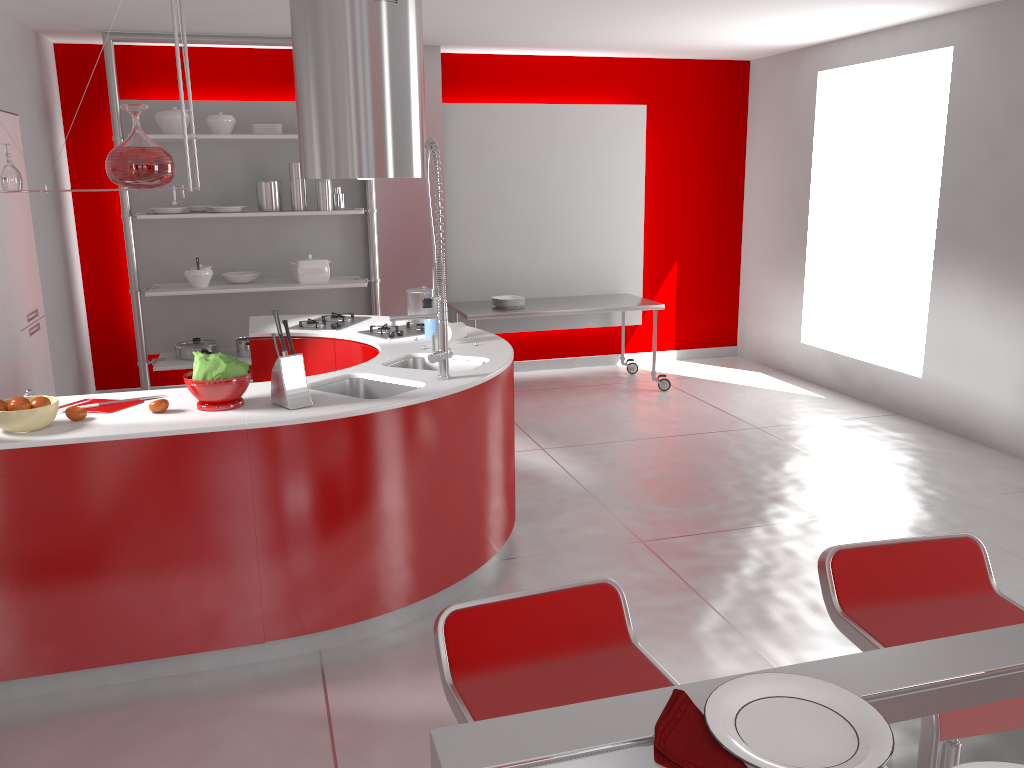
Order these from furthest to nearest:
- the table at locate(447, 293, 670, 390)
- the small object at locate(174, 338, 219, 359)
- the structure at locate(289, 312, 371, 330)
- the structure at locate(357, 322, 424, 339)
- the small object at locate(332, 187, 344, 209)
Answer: the table at locate(447, 293, 670, 390)
the small object at locate(332, 187, 344, 209)
the small object at locate(174, 338, 219, 359)
the structure at locate(289, 312, 371, 330)
the structure at locate(357, 322, 424, 339)

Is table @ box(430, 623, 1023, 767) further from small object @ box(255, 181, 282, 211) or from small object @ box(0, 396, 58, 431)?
small object @ box(255, 181, 282, 211)

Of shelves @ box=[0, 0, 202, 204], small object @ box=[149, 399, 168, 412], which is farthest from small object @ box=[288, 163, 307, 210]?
small object @ box=[149, 399, 168, 412]

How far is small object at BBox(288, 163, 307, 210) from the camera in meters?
6.1 m

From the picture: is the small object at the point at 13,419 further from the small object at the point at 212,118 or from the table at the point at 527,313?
the table at the point at 527,313

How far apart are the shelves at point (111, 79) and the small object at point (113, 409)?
3.07m

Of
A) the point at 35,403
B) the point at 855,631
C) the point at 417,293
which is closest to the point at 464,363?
the point at 417,293

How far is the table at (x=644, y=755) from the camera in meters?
1.0 m

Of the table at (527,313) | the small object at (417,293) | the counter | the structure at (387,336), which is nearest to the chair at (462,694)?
the counter

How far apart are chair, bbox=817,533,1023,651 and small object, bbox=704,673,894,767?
0.7m
